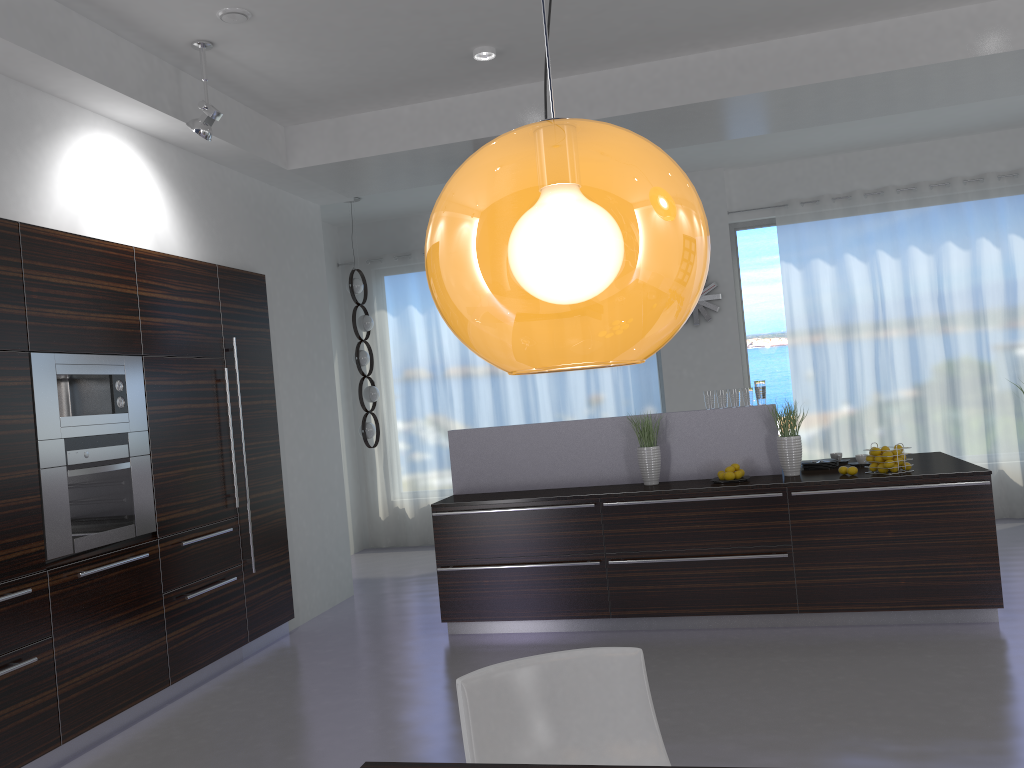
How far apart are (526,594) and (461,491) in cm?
94

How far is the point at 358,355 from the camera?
8.2 meters

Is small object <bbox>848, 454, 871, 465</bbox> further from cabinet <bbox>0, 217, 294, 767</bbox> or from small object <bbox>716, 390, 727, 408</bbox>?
cabinet <bbox>0, 217, 294, 767</bbox>

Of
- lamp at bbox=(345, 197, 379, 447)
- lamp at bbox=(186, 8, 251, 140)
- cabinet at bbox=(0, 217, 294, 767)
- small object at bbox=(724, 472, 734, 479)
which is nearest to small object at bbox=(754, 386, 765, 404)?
small object at bbox=(724, 472, 734, 479)

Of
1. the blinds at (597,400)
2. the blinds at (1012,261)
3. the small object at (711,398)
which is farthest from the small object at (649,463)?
the blinds at (1012,261)

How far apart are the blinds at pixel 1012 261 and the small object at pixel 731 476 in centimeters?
330cm

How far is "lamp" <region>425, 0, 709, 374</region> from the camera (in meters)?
0.95

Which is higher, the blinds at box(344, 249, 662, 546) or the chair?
the blinds at box(344, 249, 662, 546)

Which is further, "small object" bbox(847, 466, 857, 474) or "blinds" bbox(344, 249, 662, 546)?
"blinds" bbox(344, 249, 662, 546)

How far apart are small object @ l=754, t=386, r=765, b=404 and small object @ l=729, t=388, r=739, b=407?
0.1 meters
